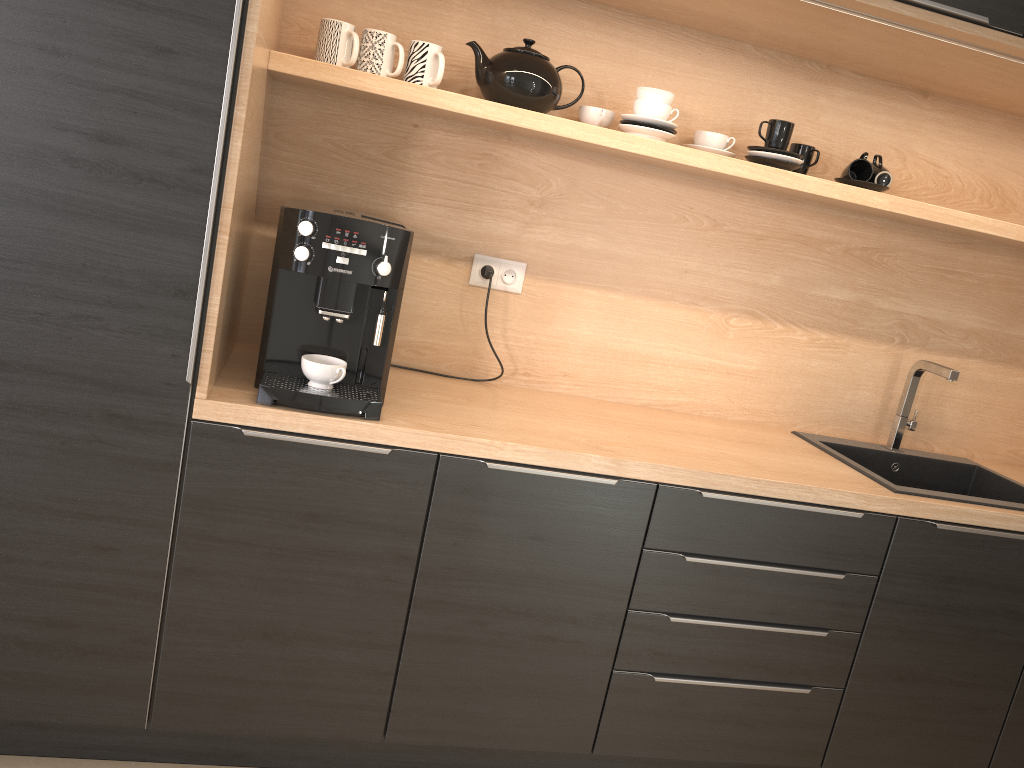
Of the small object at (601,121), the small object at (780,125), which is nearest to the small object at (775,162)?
the small object at (780,125)

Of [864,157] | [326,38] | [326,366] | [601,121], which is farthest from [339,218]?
[864,157]

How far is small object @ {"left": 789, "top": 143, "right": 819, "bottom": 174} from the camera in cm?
238

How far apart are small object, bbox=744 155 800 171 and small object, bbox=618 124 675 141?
0.26m

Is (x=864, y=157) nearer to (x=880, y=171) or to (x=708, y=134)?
(x=880, y=171)

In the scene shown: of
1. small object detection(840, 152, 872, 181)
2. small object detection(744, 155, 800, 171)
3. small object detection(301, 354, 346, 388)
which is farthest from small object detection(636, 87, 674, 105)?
small object detection(301, 354, 346, 388)

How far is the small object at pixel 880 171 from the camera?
2.3 meters

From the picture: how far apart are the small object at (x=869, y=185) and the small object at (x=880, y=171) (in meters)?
0.02

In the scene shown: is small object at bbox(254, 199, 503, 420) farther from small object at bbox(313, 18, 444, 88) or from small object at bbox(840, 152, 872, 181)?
small object at bbox(840, 152, 872, 181)

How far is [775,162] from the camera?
2.2 meters
